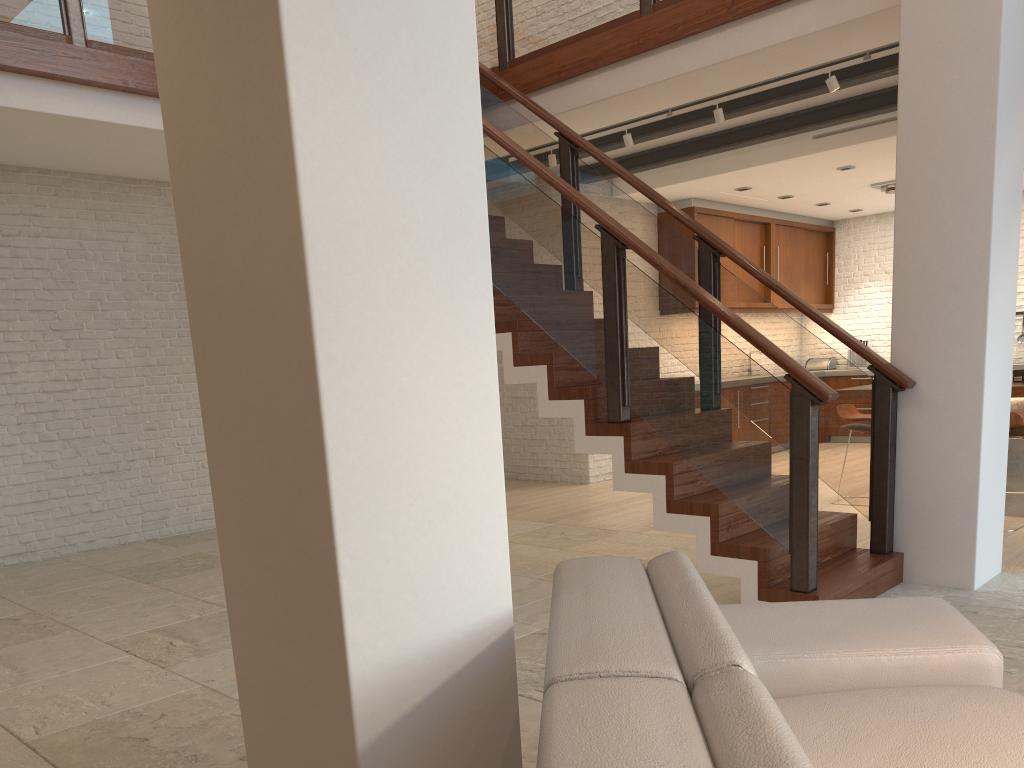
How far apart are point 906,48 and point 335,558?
4.2m

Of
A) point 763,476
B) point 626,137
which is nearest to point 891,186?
point 626,137

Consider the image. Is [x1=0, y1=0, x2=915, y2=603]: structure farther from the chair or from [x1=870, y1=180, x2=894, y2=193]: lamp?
[x1=870, y1=180, x2=894, y2=193]: lamp

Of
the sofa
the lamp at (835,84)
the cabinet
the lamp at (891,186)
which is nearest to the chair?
the lamp at (835,84)

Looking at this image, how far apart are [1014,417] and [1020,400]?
0.5 meters

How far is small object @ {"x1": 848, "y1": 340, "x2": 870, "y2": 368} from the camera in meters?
11.5 m

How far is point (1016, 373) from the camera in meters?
6.1

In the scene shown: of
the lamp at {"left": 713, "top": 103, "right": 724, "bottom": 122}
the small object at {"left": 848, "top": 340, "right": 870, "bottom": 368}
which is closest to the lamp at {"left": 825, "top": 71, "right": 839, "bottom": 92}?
the lamp at {"left": 713, "top": 103, "right": 724, "bottom": 122}

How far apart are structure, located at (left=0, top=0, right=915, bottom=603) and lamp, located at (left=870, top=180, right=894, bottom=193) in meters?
4.6

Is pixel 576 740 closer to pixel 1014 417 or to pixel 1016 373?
pixel 1014 417
